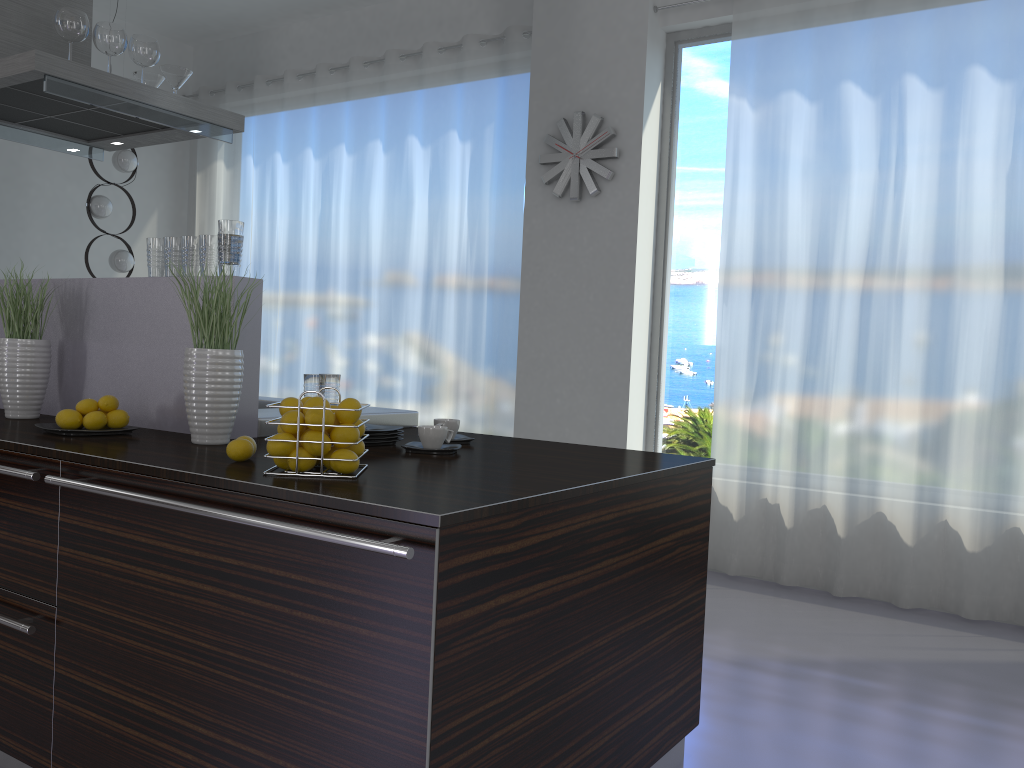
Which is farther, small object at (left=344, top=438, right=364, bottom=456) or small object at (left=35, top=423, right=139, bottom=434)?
small object at (left=35, top=423, right=139, bottom=434)

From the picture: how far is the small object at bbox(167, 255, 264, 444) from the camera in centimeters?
223cm

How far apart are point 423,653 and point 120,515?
0.8 meters

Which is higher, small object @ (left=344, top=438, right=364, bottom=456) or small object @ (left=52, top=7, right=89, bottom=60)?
small object @ (left=52, top=7, right=89, bottom=60)

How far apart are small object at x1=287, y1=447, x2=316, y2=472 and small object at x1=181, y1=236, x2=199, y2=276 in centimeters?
101cm

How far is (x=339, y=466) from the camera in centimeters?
180cm

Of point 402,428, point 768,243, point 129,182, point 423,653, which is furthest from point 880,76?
point 129,182

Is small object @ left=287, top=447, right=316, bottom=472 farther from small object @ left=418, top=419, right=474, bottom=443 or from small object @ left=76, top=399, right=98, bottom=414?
small object @ left=76, top=399, right=98, bottom=414

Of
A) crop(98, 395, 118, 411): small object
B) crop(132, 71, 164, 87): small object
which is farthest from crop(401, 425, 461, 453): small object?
crop(132, 71, 164, 87): small object

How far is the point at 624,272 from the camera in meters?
4.9
